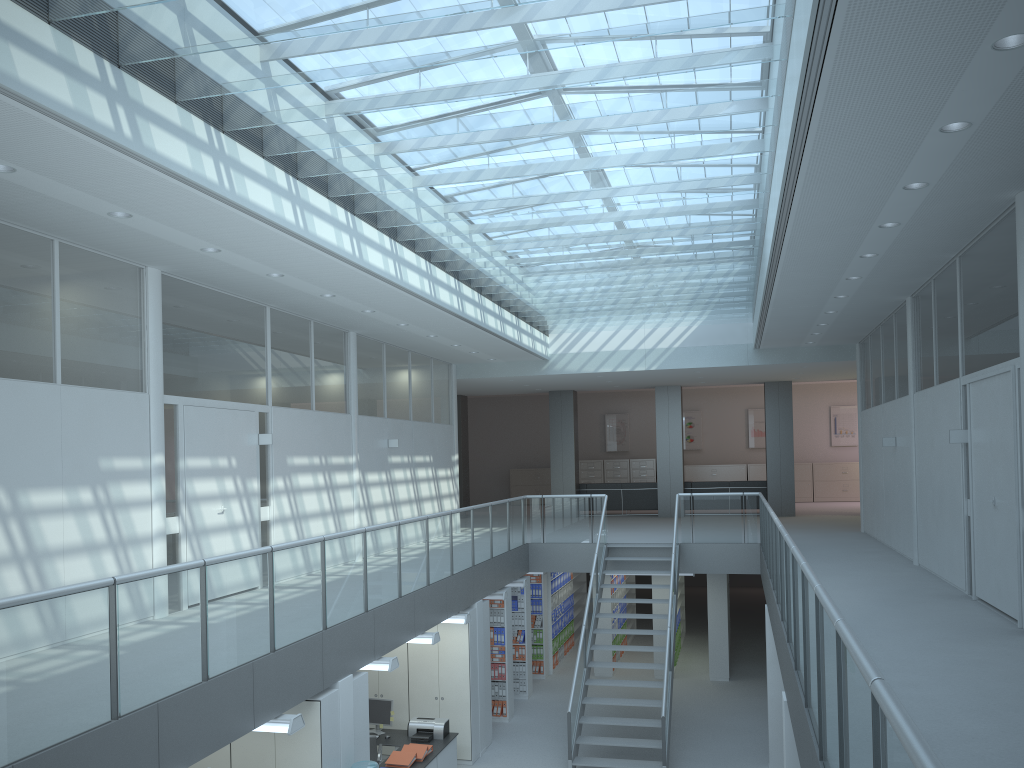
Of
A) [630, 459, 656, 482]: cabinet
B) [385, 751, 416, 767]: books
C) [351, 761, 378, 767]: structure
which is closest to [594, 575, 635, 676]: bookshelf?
[385, 751, 416, 767]: books

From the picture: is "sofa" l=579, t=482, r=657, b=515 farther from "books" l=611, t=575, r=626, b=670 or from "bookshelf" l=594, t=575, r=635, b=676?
"books" l=611, t=575, r=626, b=670

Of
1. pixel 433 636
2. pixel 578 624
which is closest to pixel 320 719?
pixel 433 636

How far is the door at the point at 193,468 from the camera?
8.2 meters

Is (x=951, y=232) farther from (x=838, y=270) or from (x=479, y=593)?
(x=479, y=593)

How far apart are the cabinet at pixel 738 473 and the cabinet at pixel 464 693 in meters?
14.3 m

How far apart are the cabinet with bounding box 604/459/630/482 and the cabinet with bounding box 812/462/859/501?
4.9 meters

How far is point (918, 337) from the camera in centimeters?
984cm

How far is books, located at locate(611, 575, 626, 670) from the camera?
14.9 meters

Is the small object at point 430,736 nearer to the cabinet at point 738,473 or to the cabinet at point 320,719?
the cabinet at point 320,719
